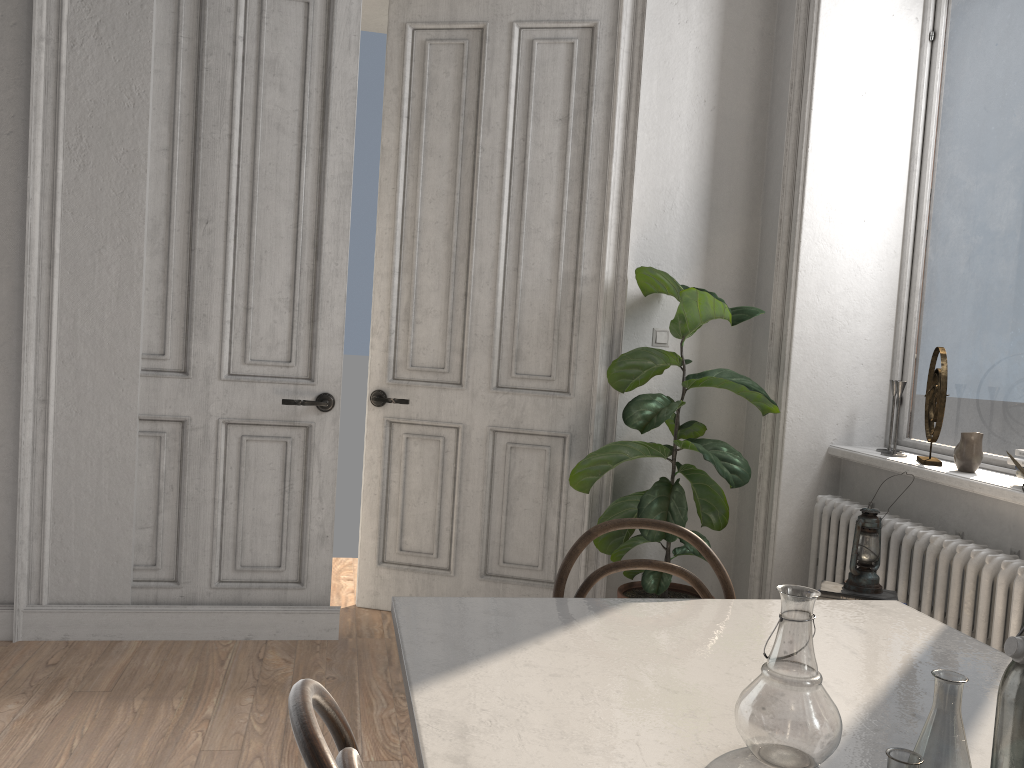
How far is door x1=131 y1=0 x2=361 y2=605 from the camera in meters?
3.5 m

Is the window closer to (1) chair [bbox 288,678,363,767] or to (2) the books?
(2) the books

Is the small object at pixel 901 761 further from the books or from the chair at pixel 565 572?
the books

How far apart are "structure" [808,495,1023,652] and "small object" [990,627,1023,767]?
1.8m

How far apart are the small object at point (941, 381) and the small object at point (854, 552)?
0.6 meters

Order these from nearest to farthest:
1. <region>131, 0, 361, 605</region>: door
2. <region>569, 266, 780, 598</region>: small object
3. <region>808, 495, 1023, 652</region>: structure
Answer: <region>808, 495, 1023, 652</region>: structure → <region>569, 266, 780, 598</region>: small object → <region>131, 0, 361, 605</region>: door

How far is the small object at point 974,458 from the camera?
3.0m

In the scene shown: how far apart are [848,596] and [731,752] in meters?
1.7 m

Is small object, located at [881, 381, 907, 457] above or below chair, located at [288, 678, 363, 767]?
above

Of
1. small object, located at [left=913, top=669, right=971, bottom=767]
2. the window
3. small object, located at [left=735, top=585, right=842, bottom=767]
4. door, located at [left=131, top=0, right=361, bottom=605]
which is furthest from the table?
door, located at [left=131, top=0, right=361, bottom=605]
